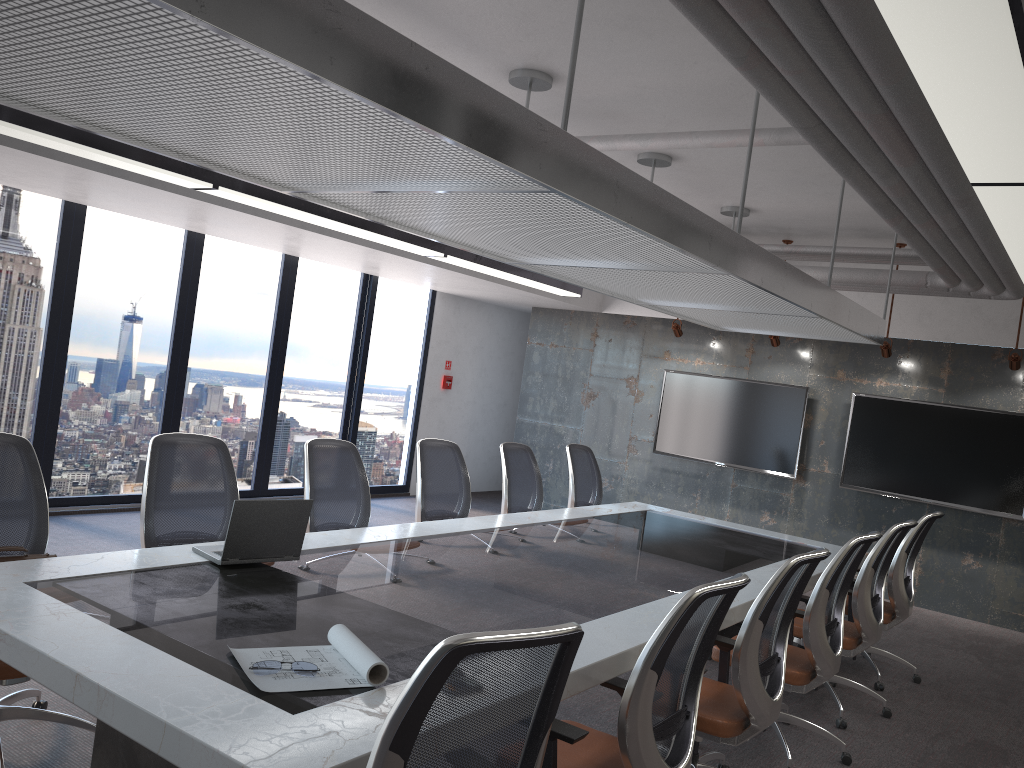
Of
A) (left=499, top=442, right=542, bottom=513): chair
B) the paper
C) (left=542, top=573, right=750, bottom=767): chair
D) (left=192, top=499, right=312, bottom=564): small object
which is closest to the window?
(left=499, top=442, right=542, bottom=513): chair

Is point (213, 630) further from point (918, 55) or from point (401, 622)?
point (918, 55)

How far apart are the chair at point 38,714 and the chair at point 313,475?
1.4 meters

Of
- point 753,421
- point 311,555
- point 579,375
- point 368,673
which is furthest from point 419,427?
point 368,673

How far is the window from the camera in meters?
7.1

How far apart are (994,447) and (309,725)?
7.7m

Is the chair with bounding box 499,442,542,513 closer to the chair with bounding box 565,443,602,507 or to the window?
the chair with bounding box 565,443,602,507

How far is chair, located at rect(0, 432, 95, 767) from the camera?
3.37m

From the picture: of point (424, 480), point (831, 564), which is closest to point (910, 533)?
point (831, 564)

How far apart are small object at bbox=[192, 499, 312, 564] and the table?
Result: 0.03m
